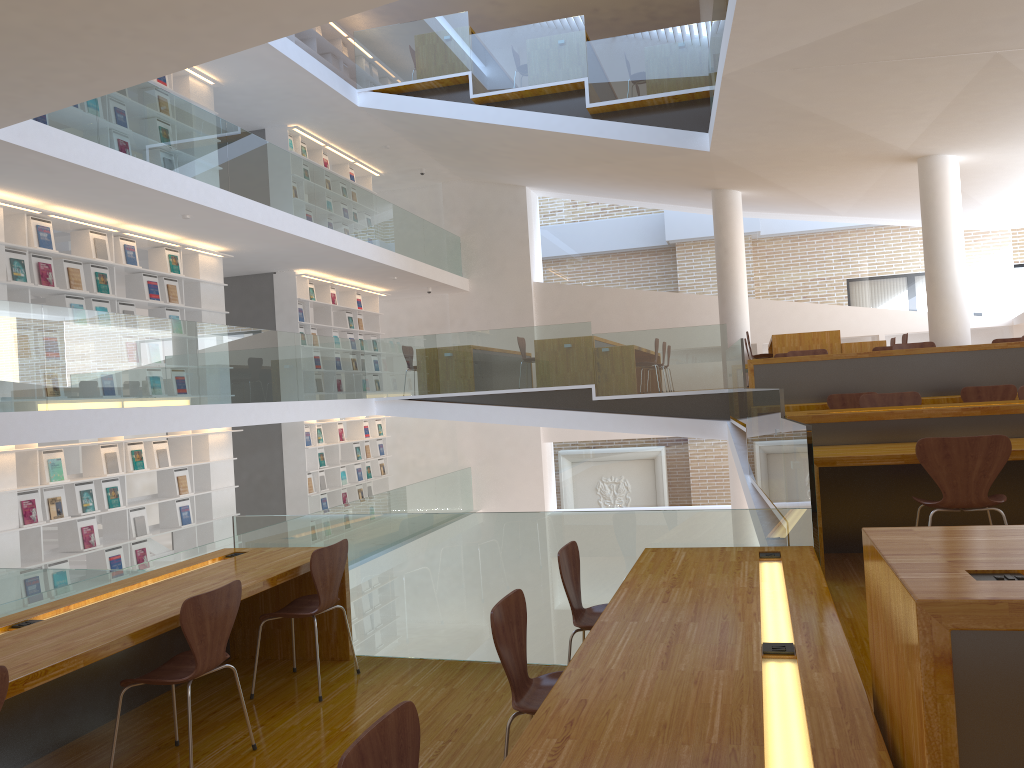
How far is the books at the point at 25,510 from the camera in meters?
7.5 m

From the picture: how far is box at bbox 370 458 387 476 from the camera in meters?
14.7

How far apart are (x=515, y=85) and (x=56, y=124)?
5.94m

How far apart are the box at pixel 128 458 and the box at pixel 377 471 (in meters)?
5.92

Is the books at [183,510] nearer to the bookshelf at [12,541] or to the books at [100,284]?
the bookshelf at [12,541]

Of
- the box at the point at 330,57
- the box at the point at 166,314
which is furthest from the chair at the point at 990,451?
the box at the point at 330,57

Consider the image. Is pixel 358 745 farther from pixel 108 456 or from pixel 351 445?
pixel 351 445

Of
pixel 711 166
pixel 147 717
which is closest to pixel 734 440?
pixel 711 166

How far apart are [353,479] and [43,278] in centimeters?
668cm

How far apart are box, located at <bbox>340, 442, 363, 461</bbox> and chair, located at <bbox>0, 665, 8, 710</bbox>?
11.4m
